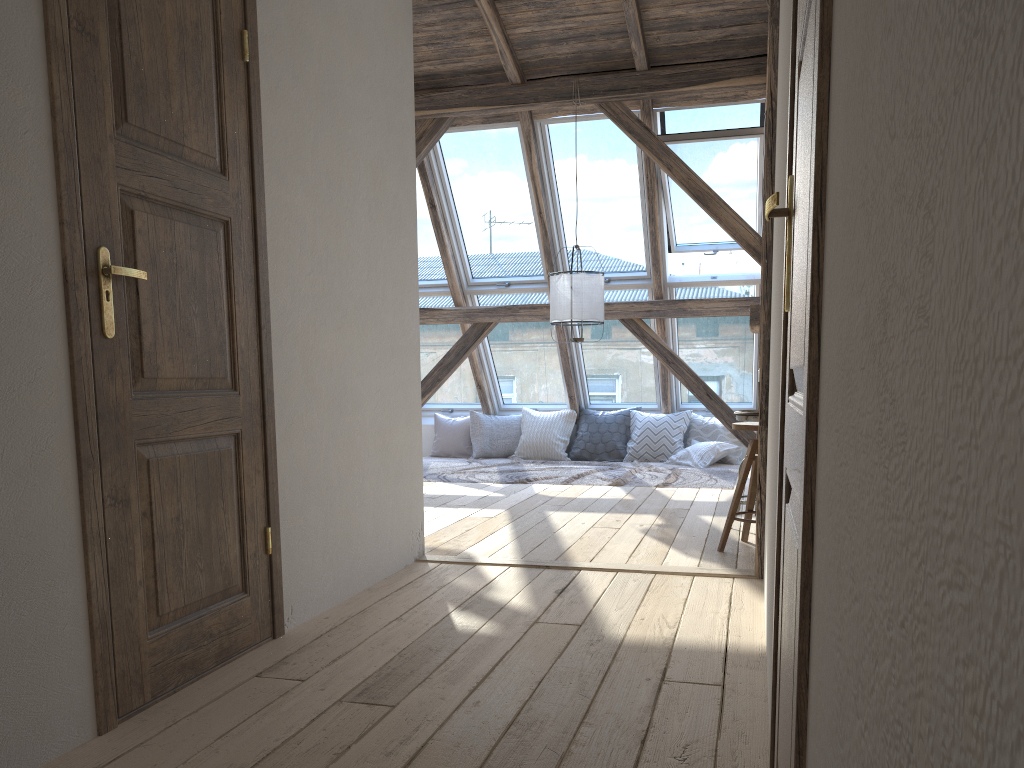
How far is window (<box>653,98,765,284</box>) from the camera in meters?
6.7 m

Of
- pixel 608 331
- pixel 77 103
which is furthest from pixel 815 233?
pixel 608 331

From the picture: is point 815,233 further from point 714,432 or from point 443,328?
point 443,328

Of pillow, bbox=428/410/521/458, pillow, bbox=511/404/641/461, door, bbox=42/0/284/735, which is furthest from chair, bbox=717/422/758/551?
pillow, bbox=428/410/521/458

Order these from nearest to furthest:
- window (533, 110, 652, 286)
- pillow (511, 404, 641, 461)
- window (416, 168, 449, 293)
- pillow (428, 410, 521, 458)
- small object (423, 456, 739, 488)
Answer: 1. small object (423, 456, 739, 488)
2. window (533, 110, 652, 286)
3. window (416, 168, 449, 293)
4. pillow (511, 404, 641, 461)
5. pillow (428, 410, 521, 458)

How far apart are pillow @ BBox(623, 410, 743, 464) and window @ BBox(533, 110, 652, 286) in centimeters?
141cm

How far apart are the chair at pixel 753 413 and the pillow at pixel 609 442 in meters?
3.8

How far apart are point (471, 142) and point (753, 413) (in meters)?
3.94

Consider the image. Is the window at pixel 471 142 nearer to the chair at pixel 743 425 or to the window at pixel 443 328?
the window at pixel 443 328

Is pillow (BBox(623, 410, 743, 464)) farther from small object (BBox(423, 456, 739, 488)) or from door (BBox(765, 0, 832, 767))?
door (BBox(765, 0, 832, 767))
